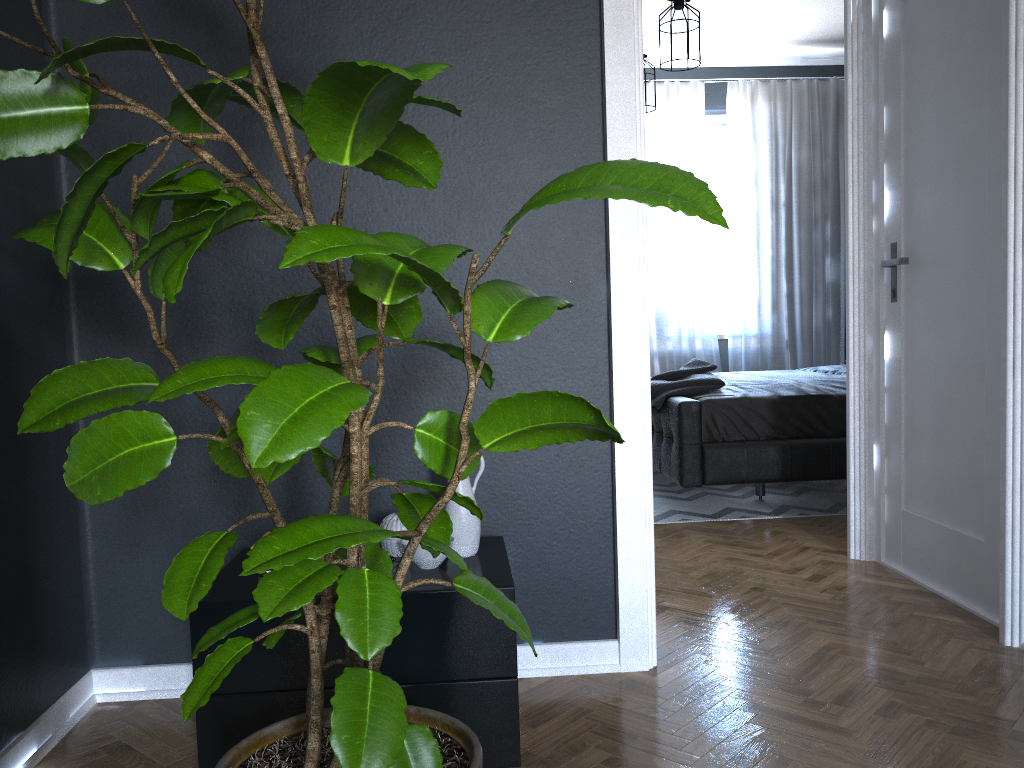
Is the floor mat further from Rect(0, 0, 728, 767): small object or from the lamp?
Rect(0, 0, 728, 767): small object

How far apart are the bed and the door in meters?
0.9

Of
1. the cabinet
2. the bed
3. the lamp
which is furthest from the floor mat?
the lamp

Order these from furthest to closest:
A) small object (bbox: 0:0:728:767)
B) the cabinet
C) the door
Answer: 1. the door
2. the cabinet
3. small object (bbox: 0:0:728:767)

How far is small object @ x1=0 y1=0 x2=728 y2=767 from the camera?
1.0 meters

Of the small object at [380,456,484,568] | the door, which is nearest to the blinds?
the door

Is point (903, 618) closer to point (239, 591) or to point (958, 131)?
point (958, 131)

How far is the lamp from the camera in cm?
448

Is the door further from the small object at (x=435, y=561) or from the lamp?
the small object at (x=435, y=561)

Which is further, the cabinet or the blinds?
the blinds
